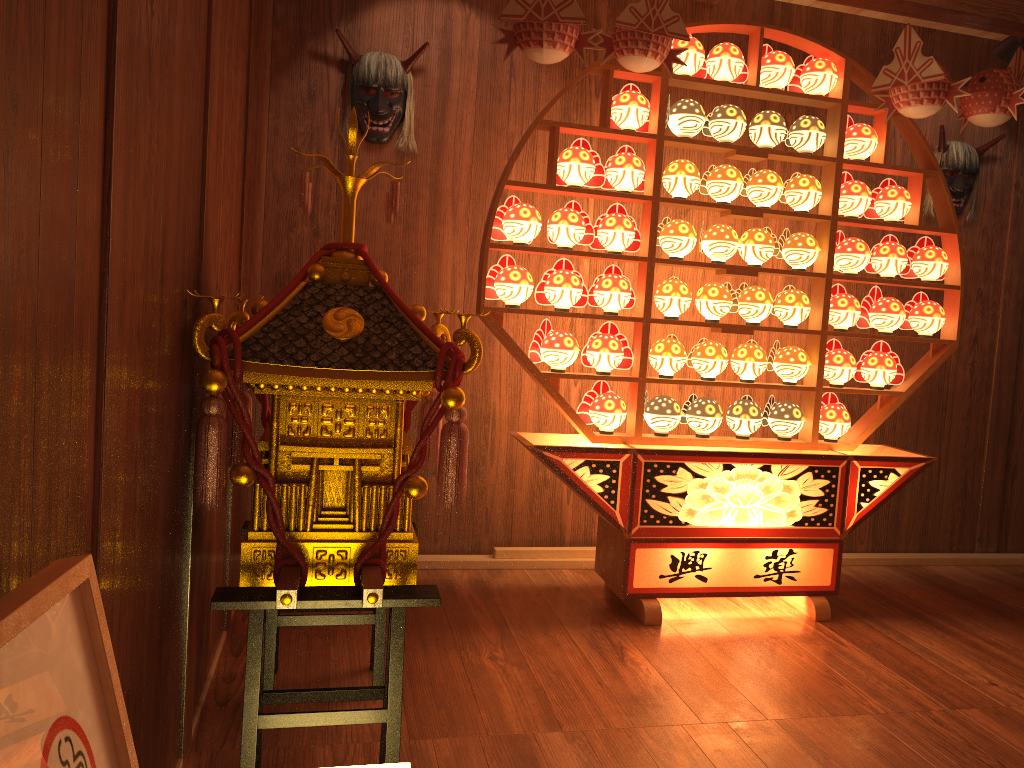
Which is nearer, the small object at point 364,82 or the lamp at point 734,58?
the lamp at point 734,58

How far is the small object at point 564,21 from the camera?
2.74m

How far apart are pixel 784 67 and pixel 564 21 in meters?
1.0 m

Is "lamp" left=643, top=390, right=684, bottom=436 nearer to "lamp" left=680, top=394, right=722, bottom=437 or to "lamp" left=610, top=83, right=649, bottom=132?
"lamp" left=680, top=394, right=722, bottom=437

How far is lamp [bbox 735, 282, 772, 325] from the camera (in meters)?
3.28

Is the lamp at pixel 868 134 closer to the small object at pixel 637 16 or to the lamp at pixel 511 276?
the small object at pixel 637 16

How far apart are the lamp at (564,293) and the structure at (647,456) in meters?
0.1

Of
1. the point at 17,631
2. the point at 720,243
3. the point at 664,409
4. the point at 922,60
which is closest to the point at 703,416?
the point at 664,409

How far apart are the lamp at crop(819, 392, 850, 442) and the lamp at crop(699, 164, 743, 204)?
0.9m

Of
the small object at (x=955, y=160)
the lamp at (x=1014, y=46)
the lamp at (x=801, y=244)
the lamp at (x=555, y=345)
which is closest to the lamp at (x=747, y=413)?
the lamp at (x=801, y=244)
